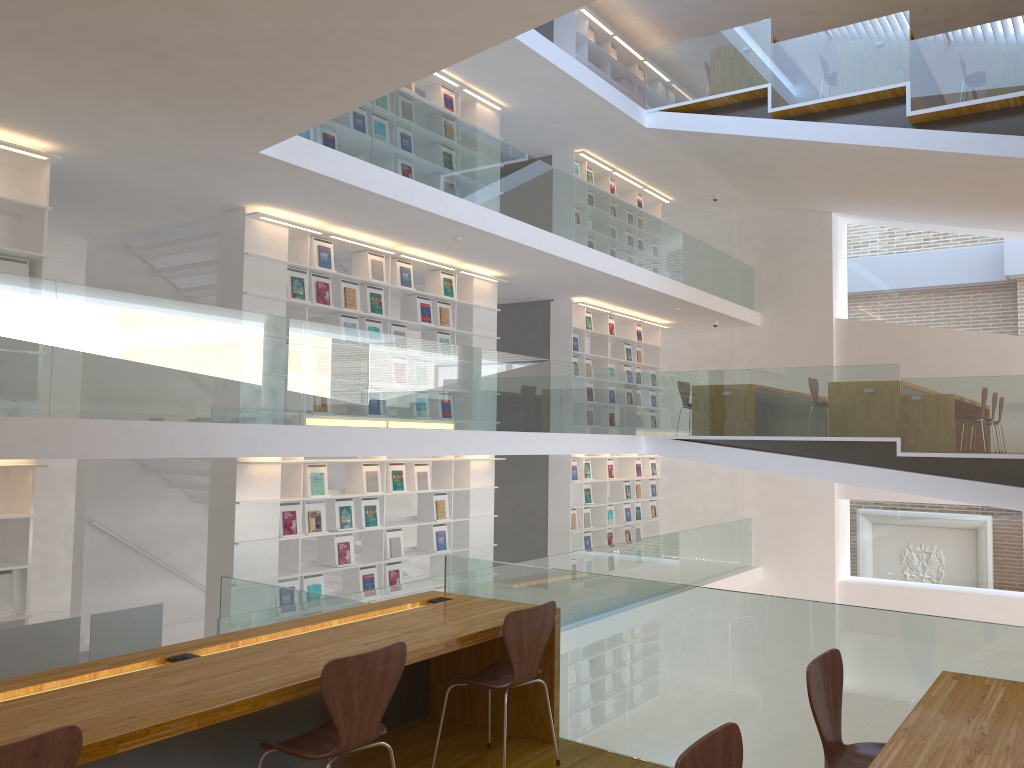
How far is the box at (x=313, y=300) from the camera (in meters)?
8.02

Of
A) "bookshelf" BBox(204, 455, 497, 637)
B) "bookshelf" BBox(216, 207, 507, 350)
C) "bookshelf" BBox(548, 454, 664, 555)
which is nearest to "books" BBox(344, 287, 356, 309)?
"bookshelf" BBox(216, 207, 507, 350)

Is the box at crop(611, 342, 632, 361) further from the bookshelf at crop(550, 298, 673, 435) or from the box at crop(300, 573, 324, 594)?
the box at crop(300, 573, 324, 594)

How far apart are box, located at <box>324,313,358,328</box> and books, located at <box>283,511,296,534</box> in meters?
1.8 m

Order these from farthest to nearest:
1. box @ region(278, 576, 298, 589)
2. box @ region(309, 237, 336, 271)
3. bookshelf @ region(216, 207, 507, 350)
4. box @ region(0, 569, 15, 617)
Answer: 1. box @ region(309, 237, 336, 271)
2. box @ region(278, 576, 298, 589)
3. bookshelf @ region(216, 207, 507, 350)
4. box @ region(0, 569, 15, 617)

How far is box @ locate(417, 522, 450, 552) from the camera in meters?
9.4 m

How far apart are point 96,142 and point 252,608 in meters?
3.2 m

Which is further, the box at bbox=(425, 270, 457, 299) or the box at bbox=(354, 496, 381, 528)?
the box at bbox=(425, 270, 457, 299)

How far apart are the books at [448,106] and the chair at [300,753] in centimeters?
780cm

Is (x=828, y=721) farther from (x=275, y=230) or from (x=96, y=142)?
(x=275, y=230)
